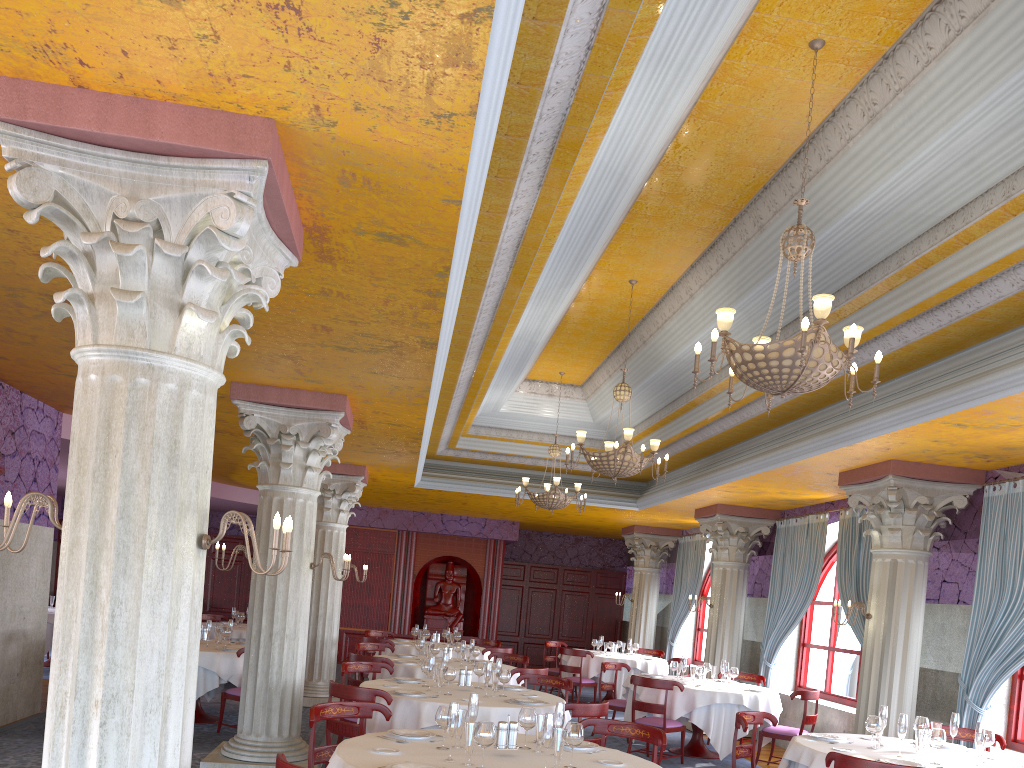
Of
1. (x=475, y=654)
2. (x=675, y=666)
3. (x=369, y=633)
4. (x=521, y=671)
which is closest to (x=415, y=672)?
(x=475, y=654)

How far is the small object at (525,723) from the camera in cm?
506

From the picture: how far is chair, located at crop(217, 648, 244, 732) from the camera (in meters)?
9.41

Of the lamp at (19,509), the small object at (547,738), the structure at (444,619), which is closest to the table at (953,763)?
the small object at (547,738)

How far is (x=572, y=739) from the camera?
4.57m

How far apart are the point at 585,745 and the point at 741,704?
5.4 meters

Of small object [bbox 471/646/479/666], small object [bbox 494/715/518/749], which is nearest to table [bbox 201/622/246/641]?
small object [bbox 471/646/479/666]

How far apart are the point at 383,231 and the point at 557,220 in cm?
211

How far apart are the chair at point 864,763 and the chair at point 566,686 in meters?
3.6

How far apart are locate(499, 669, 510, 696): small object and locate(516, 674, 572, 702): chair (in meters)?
1.26
